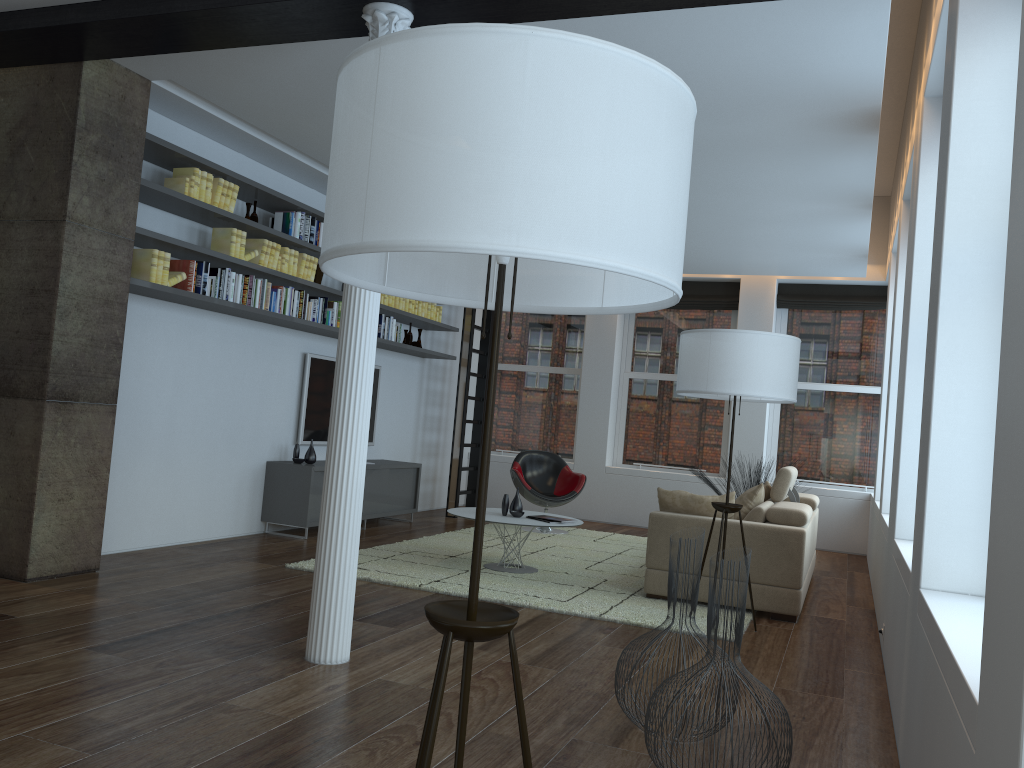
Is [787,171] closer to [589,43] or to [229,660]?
[229,660]

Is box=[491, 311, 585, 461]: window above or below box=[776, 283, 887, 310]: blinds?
below

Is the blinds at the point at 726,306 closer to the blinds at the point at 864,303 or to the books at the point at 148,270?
the blinds at the point at 864,303

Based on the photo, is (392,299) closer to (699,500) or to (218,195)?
(218,195)

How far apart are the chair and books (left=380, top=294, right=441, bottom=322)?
1.72m

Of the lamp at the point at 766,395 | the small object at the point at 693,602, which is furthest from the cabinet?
the small object at the point at 693,602

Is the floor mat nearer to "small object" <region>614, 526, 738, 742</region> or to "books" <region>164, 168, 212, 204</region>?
"small object" <region>614, 526, 738, 742</region>

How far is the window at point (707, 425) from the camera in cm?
1062

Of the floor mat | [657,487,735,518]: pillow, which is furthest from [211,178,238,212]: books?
[657,487,735,518]: pillow

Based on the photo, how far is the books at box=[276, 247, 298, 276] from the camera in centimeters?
690cm
